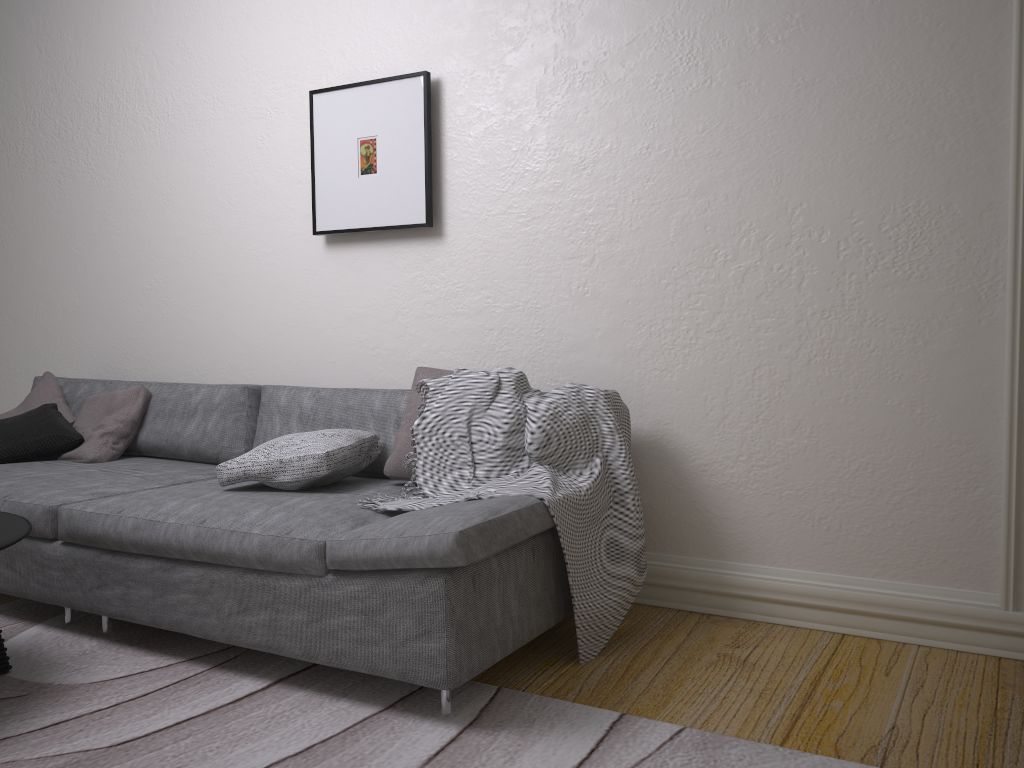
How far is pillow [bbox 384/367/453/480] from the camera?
2.87m

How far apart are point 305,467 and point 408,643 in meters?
0.8

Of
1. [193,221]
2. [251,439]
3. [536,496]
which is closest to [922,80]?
[536,496]

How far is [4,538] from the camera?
2.3m

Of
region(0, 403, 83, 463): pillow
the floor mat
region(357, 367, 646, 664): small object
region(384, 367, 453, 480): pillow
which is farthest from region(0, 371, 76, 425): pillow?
region(357, 367, 646, 664): small object

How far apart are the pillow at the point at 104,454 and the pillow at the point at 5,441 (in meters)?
0.02

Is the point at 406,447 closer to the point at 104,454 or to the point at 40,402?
the point at 104,454

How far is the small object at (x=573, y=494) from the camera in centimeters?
253cm

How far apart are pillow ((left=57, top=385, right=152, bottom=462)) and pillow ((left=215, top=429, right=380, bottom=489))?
1.0 meters

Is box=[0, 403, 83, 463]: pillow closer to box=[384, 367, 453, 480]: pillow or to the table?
the table
